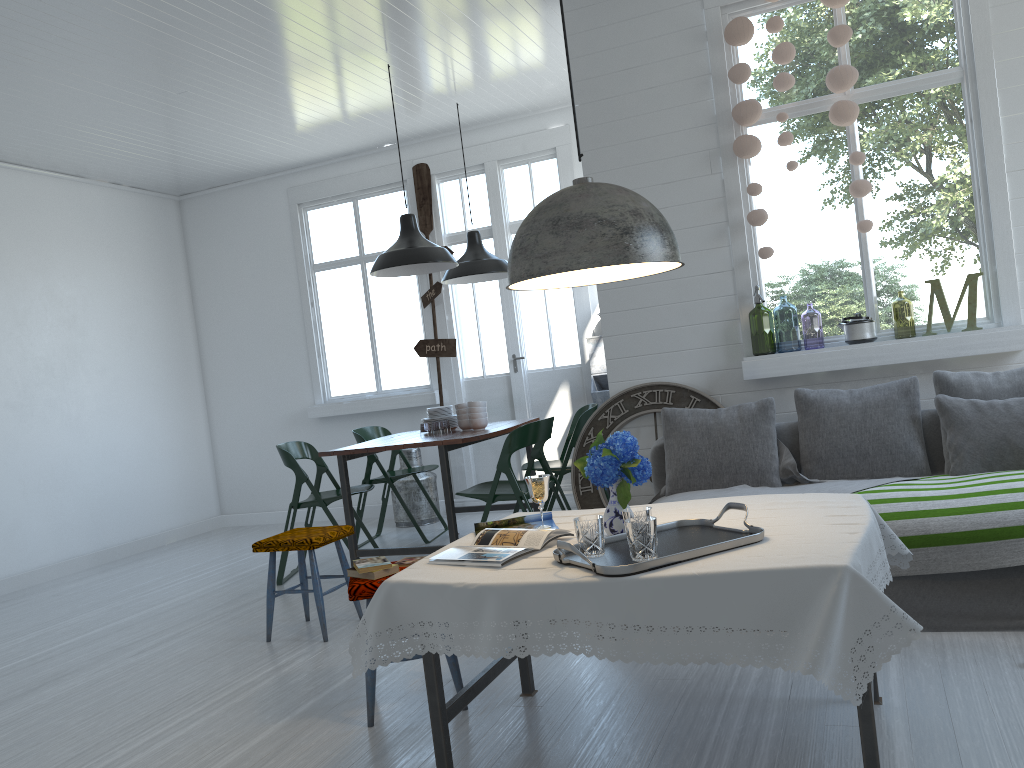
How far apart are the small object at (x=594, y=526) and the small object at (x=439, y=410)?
4.0 meters

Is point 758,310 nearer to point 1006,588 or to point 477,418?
point 477,418

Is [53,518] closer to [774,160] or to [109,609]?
[109,609]

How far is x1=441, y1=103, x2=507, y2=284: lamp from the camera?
7.3m

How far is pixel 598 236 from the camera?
2.70m

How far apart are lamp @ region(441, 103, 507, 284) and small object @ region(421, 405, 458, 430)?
1.2m

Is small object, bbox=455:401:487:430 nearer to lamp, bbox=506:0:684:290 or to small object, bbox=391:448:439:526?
small object, bbox=391:448:439:526

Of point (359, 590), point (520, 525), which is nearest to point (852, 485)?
point (520, 525)

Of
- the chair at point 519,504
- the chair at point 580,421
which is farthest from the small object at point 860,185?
the chair at point 580,421

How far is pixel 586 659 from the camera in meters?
3.9 m
